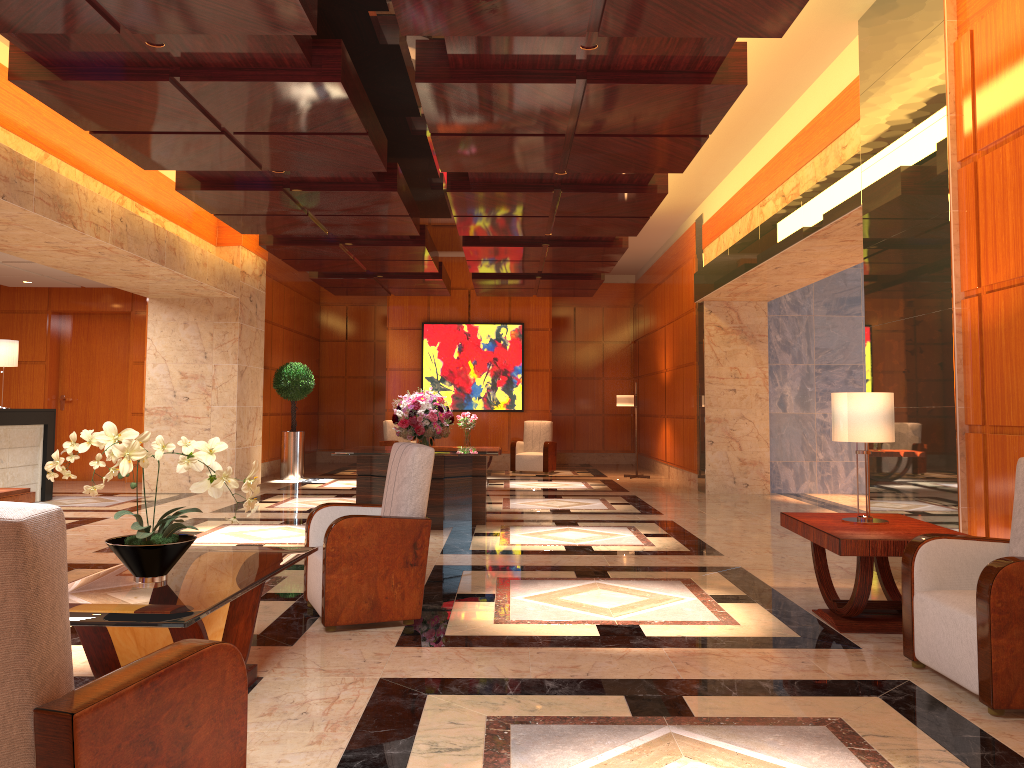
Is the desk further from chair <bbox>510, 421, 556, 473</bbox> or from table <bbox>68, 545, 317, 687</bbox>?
chair <bbox>510, 421, 556, 473</bbox>

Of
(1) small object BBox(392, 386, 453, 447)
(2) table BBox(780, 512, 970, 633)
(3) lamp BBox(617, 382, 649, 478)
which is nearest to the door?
(1) small object BBox(392, 386, 453, 447)

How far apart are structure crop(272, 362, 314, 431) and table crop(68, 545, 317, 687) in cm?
1058

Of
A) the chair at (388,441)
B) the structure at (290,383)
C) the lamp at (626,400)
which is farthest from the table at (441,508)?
the chair at (388,441)

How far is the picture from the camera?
17.2 meters

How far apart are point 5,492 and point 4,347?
5.5m

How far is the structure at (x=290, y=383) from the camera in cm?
1465

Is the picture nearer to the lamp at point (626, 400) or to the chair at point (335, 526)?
the lamp at point (626, 400)

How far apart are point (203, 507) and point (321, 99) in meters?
6.1 m

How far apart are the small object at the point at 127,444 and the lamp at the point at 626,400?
12.10m
